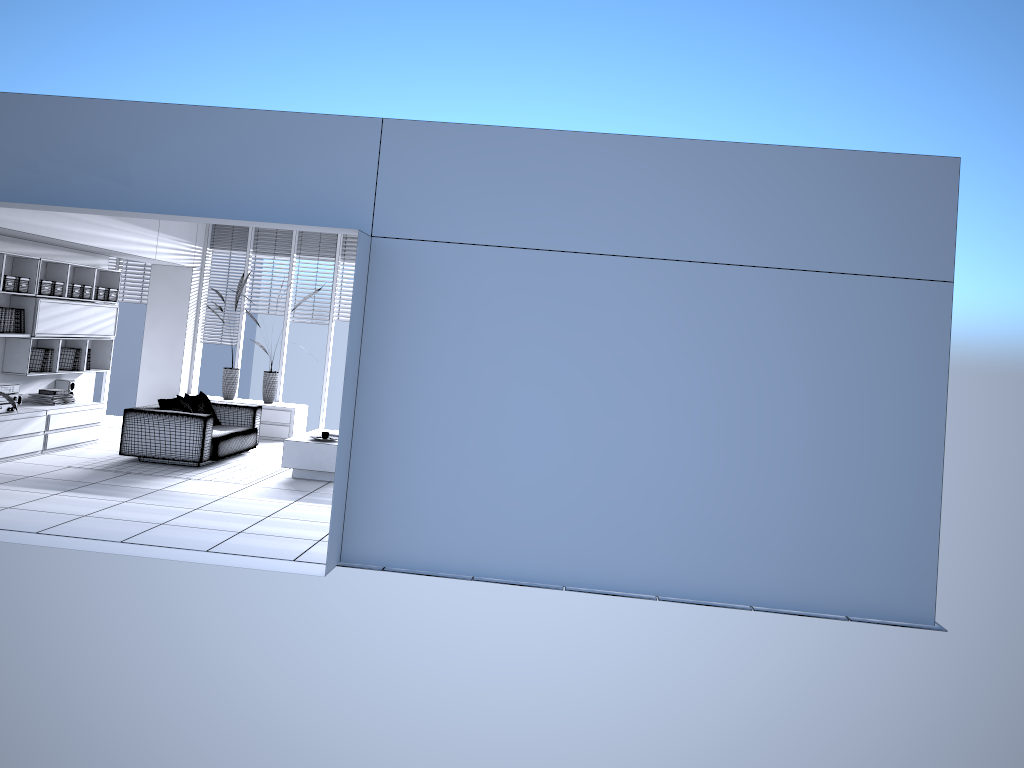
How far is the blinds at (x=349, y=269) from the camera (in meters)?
12.42

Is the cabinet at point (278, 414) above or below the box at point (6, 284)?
below

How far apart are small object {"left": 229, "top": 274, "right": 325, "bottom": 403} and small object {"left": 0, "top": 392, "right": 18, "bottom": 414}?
4.4m

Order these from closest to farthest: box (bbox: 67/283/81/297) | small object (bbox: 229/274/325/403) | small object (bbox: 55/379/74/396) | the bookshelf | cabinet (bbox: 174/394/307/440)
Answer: the bookshelf
box (bbox: 67/283/81/297)
small object (bbox: 55/379/74/396)
cabinet (bbox: 174/394/307/440)
small object (bbox: 229/274/325/403)

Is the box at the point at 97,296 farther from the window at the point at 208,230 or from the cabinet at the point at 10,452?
the window at the point at 208,230

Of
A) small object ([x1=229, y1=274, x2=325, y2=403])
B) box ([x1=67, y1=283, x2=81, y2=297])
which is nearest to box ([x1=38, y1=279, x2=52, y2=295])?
box ([x1=67, y1=283, x2=81, y2=297])

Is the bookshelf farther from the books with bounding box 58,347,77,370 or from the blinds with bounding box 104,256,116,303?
the blinds with bounding box 104,256,116,303

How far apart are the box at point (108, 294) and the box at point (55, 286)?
1.0m

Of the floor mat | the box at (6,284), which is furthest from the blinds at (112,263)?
the floor mat

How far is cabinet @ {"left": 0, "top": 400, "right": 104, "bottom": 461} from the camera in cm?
870
